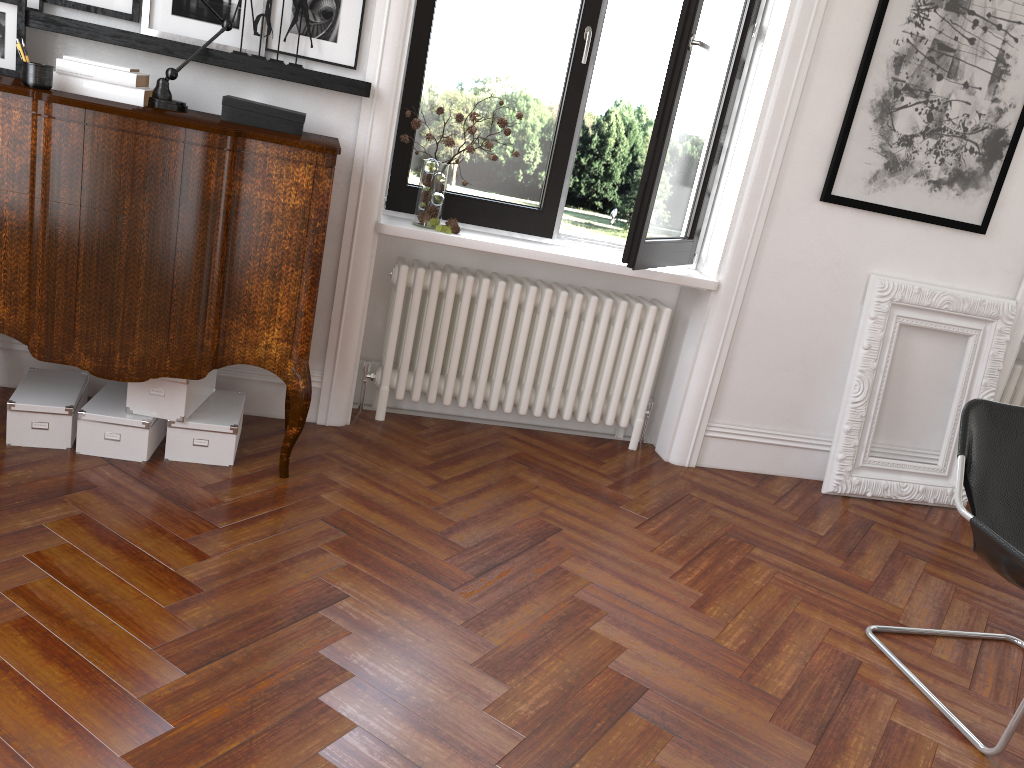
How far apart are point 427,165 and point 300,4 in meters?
0.8

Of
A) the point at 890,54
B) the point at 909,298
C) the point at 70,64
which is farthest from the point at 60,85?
the point at 909,298

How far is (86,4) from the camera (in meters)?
3.17

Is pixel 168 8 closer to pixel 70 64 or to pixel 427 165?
pixel 70 64

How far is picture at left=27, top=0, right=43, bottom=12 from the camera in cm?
312

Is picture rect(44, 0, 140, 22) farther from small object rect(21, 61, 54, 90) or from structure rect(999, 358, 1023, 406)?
structure rect(999, 358, 1023, 406)

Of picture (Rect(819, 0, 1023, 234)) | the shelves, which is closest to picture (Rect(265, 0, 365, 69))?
the shelves

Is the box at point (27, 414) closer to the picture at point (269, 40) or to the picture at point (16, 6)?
the picture at point (16, 6)

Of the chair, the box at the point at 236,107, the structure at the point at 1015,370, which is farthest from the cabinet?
the structure at the point at 1015,370

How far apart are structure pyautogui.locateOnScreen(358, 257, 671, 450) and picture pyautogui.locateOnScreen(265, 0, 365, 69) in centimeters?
85cm
